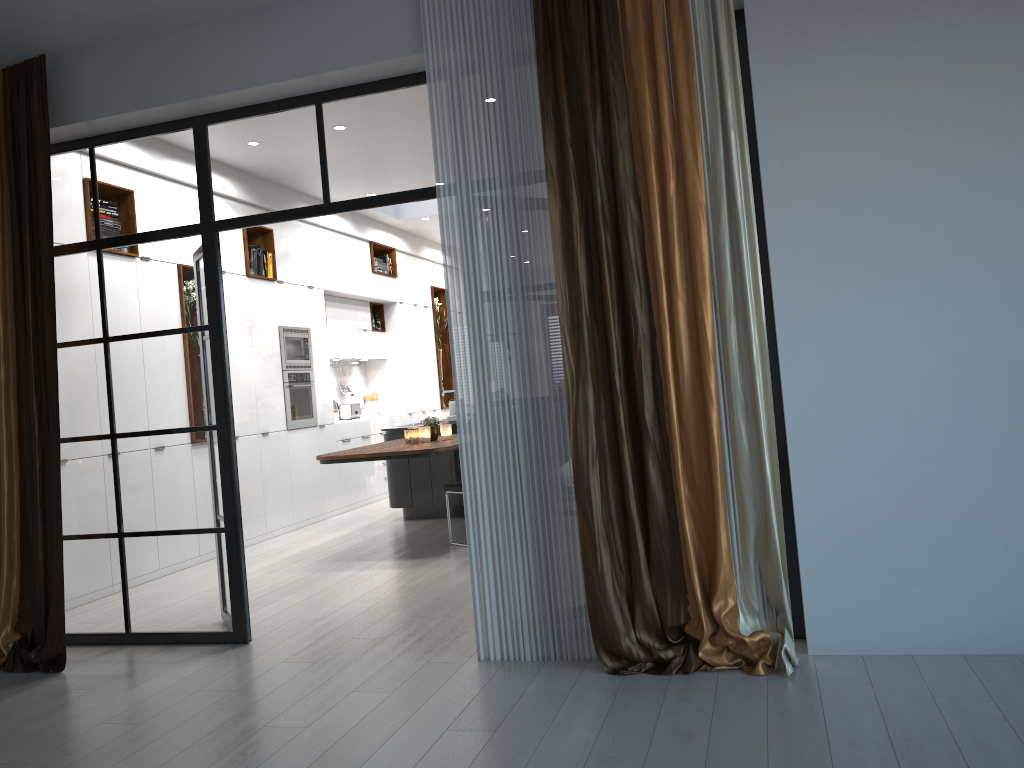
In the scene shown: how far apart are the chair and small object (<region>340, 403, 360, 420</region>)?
4.05m

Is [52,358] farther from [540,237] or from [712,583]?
[712,583]

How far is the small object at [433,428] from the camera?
7.2m

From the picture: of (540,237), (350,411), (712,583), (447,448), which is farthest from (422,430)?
(712,583)

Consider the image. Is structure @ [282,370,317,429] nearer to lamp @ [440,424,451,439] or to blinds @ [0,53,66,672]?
lamp @ [440,424,451,439]

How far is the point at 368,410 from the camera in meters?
11.3 m

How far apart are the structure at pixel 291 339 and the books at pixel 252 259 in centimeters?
64cm

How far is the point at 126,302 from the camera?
4.67m

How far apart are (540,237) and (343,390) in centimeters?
732cm

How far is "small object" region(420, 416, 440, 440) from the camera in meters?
7.2 m
